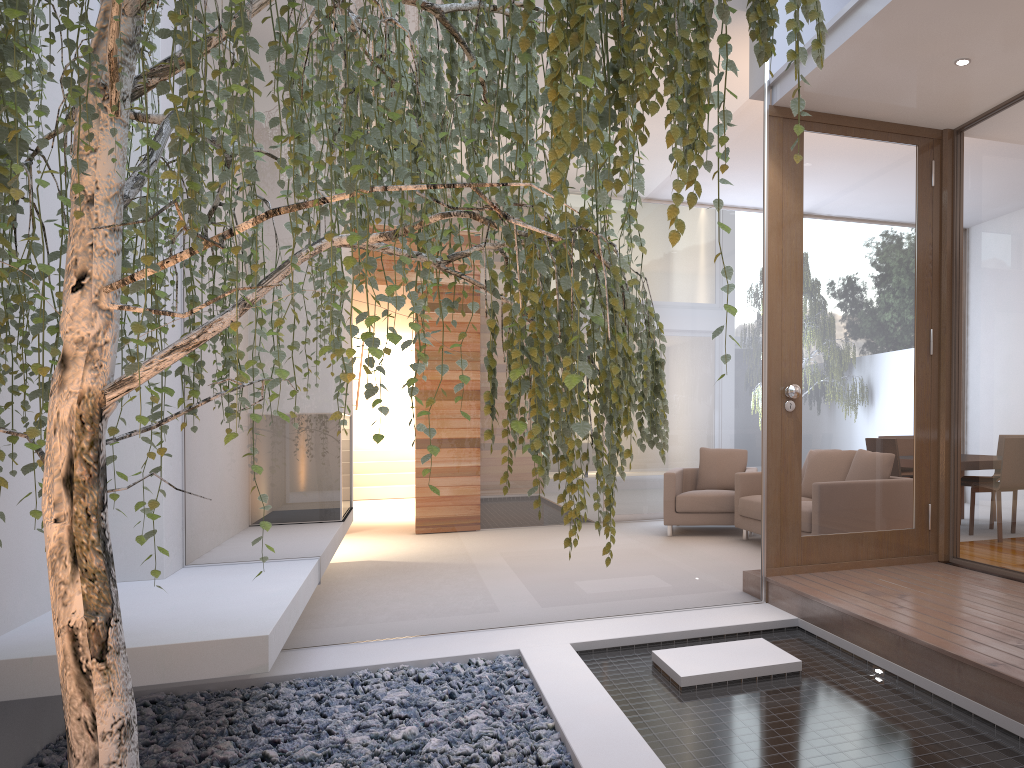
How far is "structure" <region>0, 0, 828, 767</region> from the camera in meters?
1.2

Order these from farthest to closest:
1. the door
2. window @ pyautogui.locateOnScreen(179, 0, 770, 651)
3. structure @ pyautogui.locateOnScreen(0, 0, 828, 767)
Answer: the door < window @ pyautogui.locateOnScreen(179, 0, 770, 651) < structure @ pyautogui.locateOnScreen(0, 0, 828, 767)

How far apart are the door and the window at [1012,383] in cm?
13

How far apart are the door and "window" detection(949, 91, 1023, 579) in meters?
0.1 m

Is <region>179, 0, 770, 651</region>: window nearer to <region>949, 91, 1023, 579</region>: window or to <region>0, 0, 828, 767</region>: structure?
<region>949, 91, 1023, 579</region>: window

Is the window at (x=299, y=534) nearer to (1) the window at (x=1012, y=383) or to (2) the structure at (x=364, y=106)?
(1) the window at (x=1012, y=383)

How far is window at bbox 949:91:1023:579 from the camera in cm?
395

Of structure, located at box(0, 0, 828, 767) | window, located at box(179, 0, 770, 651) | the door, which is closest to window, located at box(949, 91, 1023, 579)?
the door

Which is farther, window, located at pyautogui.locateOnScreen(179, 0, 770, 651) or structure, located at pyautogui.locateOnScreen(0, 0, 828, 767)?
window, located at pyautogui.locateOnScreen(179, 0, 770, 651)

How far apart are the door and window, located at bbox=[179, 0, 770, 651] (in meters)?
0.11
